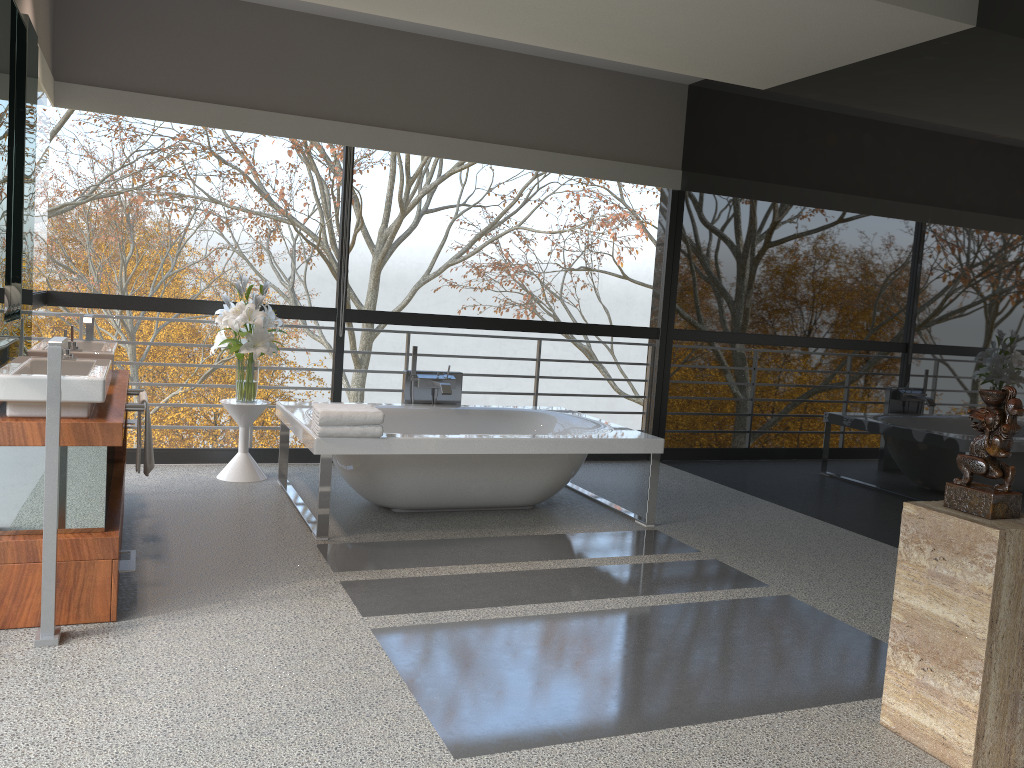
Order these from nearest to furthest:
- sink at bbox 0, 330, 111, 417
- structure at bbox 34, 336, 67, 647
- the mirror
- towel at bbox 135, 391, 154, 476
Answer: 1. structure at bbox 34, 336, 67, 647
2. sink at bbox 0, 330, 111, 417
3. the mirror
4. towel at bbox 135, 391, 154, 476

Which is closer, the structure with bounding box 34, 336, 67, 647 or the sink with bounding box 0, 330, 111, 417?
the structure with bounding box 34, 336, 67, 647

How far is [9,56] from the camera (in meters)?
3.37

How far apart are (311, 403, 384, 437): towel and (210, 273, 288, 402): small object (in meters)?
1.08

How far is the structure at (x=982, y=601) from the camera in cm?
241

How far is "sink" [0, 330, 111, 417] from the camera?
2.95m

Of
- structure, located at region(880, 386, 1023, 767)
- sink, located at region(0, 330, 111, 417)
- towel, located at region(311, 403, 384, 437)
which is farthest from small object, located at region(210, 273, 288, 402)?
structure, located at region(880, 386, 1023, 767)

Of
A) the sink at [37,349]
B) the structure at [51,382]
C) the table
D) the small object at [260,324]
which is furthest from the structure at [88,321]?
the structure at [51,382]

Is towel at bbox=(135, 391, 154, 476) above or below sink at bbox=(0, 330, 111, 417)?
below

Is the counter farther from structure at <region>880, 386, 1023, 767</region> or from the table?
structure at <region>880, 386, 1023, 767</region>
